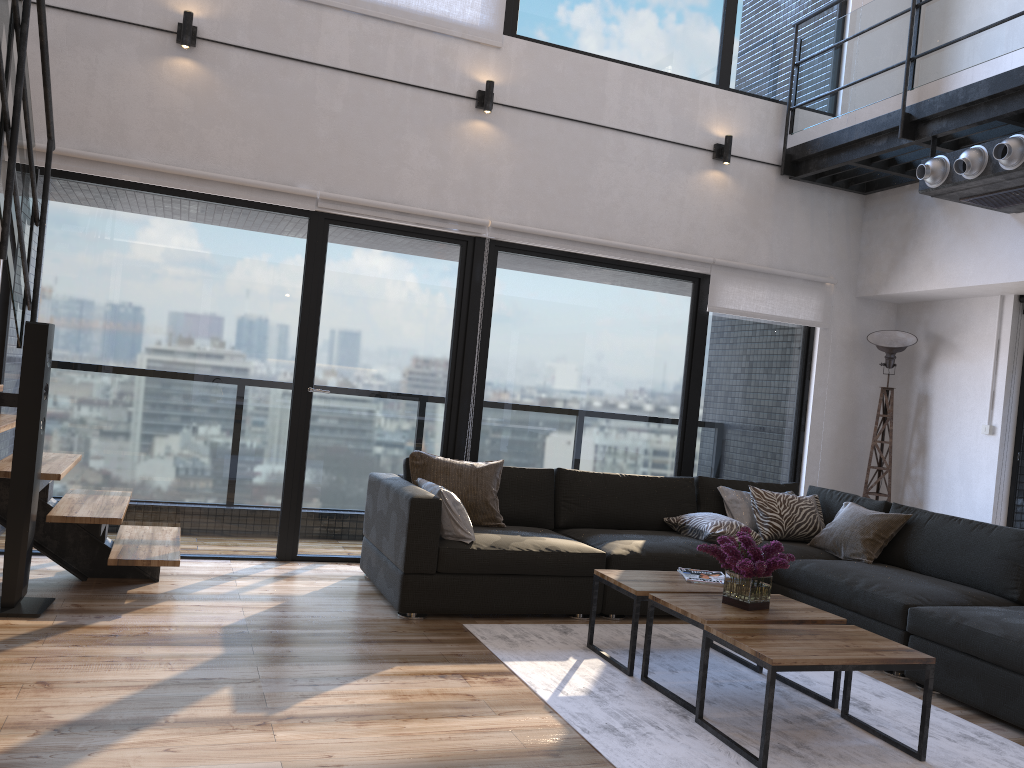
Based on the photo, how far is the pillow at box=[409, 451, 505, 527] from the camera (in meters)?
4.74

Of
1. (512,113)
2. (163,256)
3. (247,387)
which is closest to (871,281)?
(512,113)

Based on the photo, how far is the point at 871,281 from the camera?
6.36m

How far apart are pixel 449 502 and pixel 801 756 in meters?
2.0

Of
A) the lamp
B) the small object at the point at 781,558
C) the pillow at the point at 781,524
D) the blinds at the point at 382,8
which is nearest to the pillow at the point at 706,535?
the pillow at the point at 781,524

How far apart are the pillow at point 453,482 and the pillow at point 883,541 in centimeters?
187cm

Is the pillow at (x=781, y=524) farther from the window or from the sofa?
the window

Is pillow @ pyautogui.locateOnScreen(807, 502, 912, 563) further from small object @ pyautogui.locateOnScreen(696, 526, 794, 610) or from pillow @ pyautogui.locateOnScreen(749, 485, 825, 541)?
small object @ pyautogui.locateOnScreen(696, 526, 794, 610)

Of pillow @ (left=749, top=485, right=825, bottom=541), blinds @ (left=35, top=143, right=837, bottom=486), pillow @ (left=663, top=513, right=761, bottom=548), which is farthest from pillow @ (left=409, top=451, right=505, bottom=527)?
pillow @ (left=749, top=485, right=825, bottom=541)

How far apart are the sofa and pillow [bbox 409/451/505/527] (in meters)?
0.05
